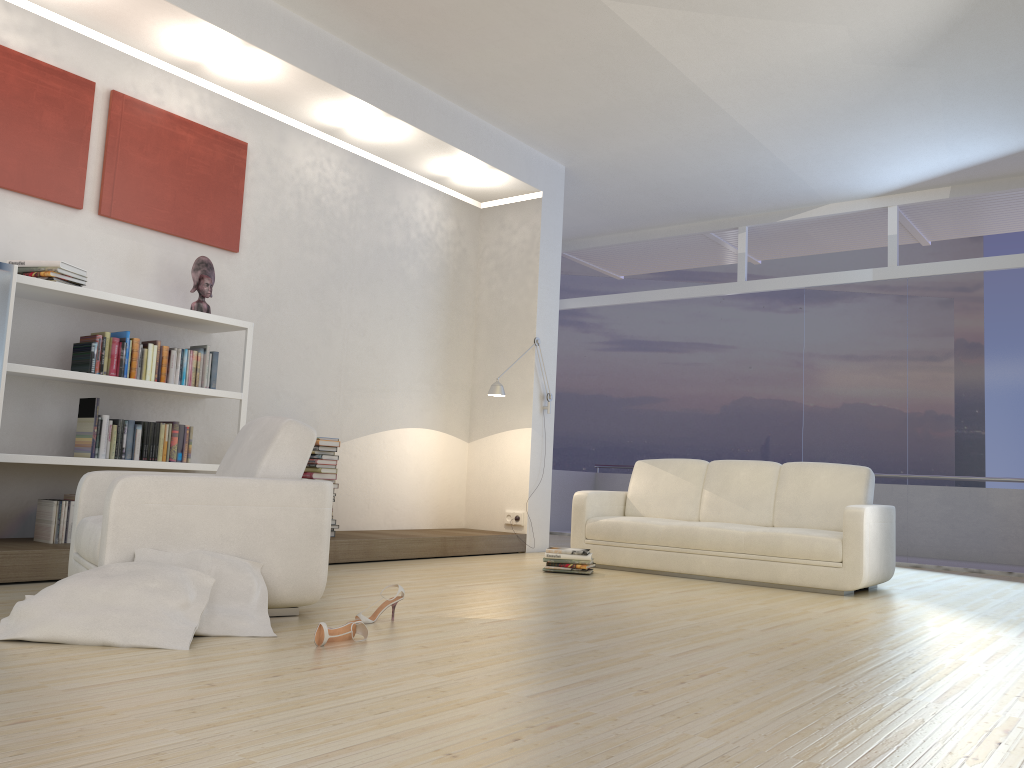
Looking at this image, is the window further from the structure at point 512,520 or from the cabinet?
the cabinet

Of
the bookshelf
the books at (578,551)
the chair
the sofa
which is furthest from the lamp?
the chair

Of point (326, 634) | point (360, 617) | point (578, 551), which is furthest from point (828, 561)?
point (326, 634)

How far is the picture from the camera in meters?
5.0 m

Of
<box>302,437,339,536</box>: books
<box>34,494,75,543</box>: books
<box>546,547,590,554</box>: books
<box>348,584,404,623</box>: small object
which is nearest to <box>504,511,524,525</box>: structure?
<box>546,547,590,554</box>: books

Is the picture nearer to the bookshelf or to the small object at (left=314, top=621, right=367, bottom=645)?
the bookshelf

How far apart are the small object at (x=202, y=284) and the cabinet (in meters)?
1.35

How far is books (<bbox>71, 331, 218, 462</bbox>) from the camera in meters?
5.0 m

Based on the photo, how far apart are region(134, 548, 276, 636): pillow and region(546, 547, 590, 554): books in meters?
2.9

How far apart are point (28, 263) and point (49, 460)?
1.1m
